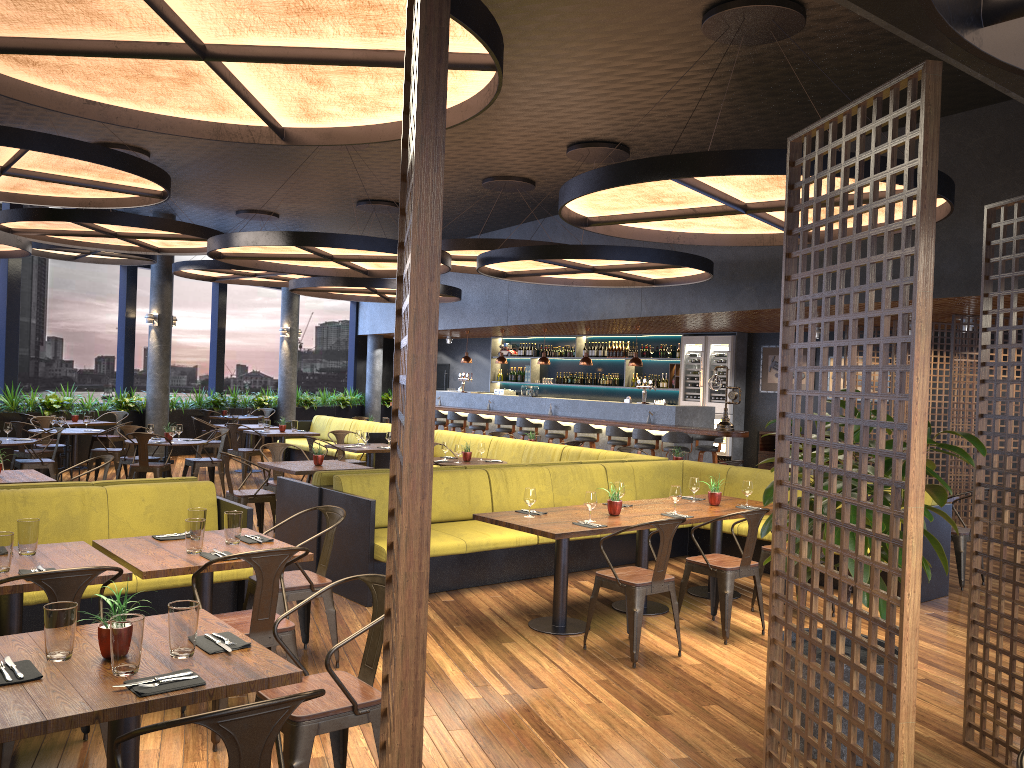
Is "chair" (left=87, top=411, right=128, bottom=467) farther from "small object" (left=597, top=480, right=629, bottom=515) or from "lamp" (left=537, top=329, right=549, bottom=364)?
"small object" (left=597, top=480, right=629, bottom=515)

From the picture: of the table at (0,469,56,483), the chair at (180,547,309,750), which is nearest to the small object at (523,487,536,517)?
the chair at (180,547,309,750)

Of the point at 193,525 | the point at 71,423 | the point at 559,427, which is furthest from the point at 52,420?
the point at 193,525

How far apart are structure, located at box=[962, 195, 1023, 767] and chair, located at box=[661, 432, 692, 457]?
8.64m

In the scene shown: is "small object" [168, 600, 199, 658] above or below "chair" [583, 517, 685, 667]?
above

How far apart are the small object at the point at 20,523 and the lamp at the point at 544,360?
12.6m

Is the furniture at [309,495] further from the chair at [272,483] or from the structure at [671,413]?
the structure at [671,413]

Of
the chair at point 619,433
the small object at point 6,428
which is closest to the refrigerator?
the chair at point 619,433

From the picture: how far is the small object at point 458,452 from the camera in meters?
10.1

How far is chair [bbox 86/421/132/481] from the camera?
12.5m
